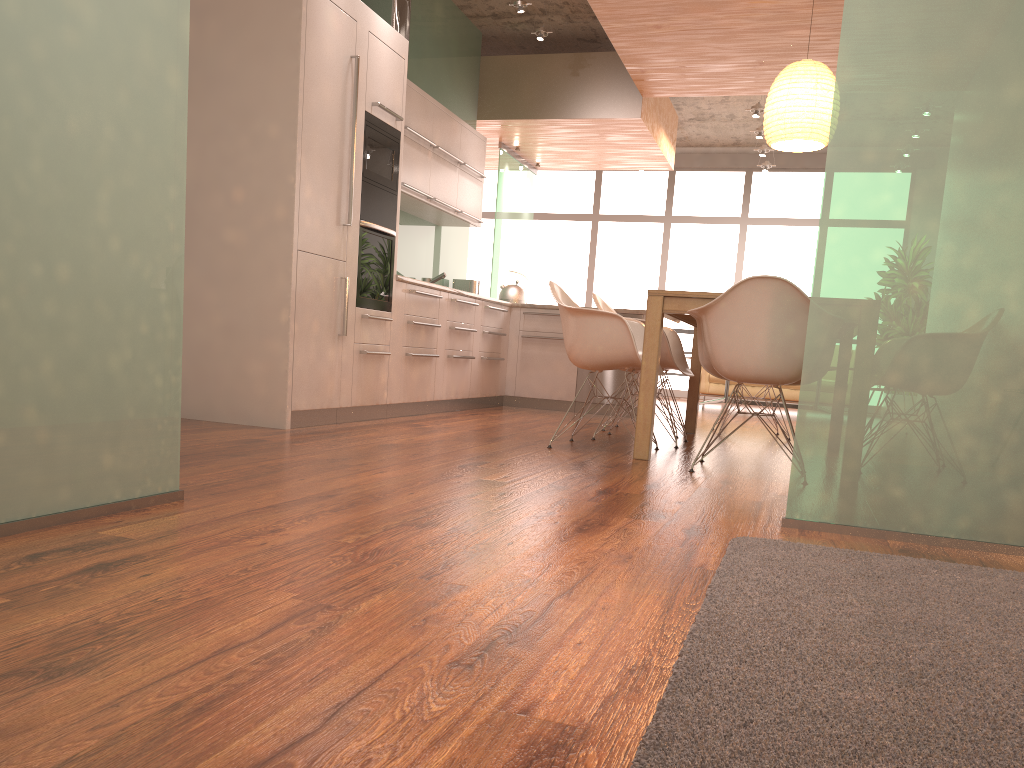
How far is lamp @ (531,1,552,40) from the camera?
7.2m

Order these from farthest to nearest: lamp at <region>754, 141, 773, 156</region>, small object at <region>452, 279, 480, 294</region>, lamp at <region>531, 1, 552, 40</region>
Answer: lamp at <region>754, 141, 773, 156</region>, small object at <region>452, 279, 480, 294</region>, lamp at <region>531, 1, 552, 40</region>

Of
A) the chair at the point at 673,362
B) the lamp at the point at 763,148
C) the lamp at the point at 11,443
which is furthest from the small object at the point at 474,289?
the lamp at the point at 11,443

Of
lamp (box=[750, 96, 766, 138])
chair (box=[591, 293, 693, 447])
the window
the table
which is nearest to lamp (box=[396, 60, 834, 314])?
the table

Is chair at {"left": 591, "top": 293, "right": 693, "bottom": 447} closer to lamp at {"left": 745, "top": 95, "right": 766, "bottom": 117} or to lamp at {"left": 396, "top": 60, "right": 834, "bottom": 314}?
lamp at {"left": 396, "top": 60, "right": 834, "bottom": 314}

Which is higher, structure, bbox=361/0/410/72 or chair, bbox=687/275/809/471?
structure, bbox=361/0/410/72

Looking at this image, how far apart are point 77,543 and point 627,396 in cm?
592

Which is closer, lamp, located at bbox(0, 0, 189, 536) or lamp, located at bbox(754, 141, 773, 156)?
lamp, located at bbox(0, 0, 189, 536)

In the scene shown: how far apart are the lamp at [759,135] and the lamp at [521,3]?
3.96m

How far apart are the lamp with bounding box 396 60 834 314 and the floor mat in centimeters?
343cm
